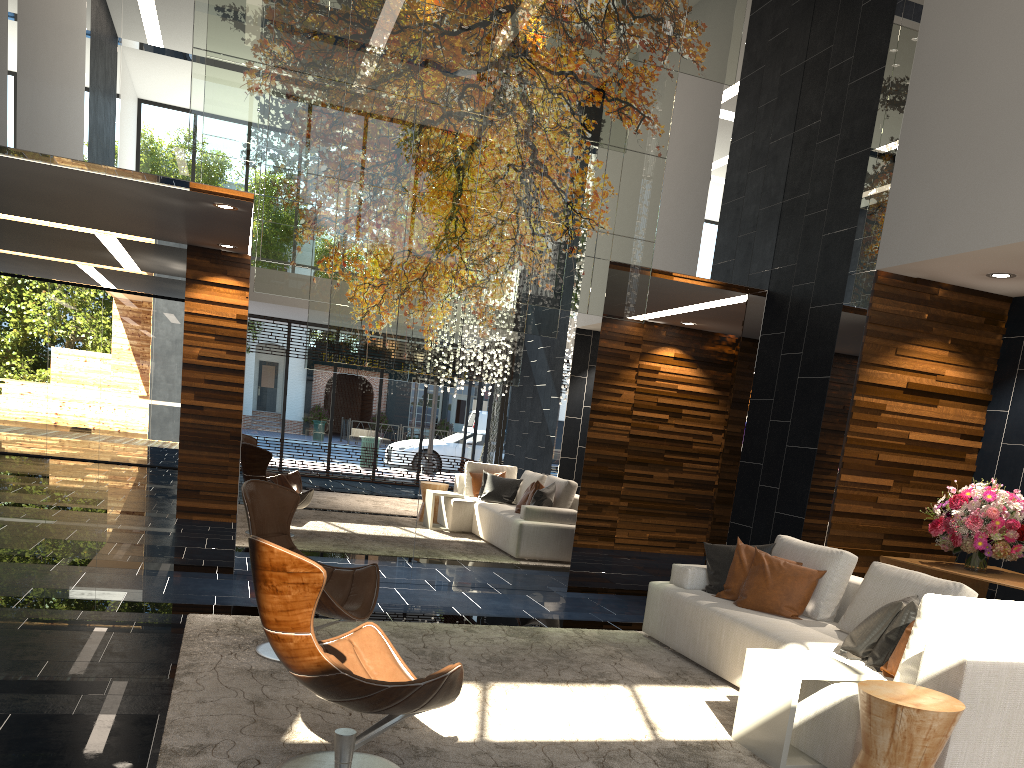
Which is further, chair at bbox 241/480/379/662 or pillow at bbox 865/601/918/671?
chair at bbox 241/480/379/662

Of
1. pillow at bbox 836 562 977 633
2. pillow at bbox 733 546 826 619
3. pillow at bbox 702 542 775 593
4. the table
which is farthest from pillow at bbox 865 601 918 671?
pillow at bbox 702 542 775 593

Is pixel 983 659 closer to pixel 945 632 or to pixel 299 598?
pixel 945 632

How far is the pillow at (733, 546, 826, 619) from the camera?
5.1m

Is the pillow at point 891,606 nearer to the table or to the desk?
the table

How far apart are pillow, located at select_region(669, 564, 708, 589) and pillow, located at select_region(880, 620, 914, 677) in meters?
1.8 m

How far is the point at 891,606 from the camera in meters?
4.1

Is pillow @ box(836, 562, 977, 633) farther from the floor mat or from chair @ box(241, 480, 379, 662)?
chair @ box(241, 480, 379, 662)

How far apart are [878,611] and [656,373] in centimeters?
683cm

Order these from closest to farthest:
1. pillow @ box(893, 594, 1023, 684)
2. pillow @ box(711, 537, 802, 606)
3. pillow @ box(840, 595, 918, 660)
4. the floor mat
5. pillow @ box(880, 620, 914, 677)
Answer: the floor mat < pillow @ box(893, 594, 1023, 684) < pillow @ box(880, 620, 914, 677) < pillow @ box(840, 595, 918, 660) < pillow @ box(711, 537, 802, 606)
